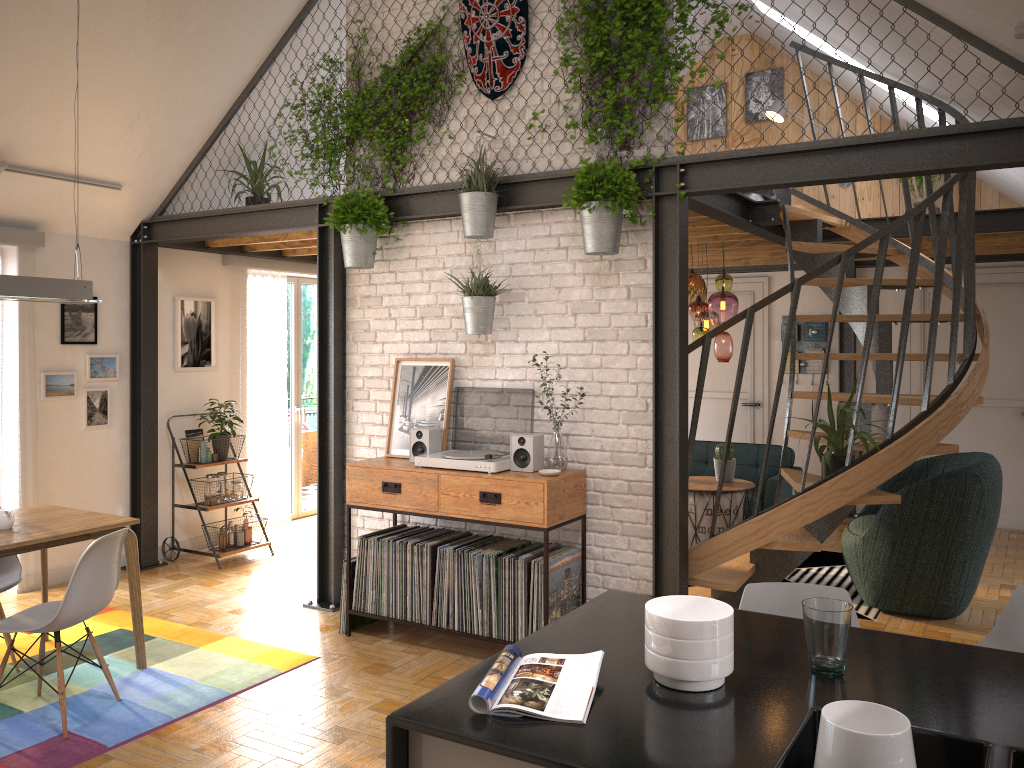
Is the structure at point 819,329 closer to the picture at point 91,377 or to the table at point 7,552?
the picture at point 91,377

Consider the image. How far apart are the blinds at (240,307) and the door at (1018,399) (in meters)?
5.68

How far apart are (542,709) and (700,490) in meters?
4.7 m

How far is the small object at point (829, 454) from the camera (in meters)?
4.39

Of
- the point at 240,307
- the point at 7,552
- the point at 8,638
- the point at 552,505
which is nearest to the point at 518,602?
the point at 552,505

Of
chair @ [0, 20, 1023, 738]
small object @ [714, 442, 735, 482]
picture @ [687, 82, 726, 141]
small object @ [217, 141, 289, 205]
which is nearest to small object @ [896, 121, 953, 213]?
picture @ [687, 82, 726, 141]

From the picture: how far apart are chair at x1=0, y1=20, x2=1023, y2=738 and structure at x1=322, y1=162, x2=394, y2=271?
2.0 meters

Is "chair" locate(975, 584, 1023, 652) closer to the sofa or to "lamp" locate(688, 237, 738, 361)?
"lamp" locate(688, 237, 738, 361)

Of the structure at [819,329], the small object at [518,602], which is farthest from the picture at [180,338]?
the structure at [819,329]

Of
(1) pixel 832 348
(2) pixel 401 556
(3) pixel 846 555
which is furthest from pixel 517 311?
(1) pixel 832 348
